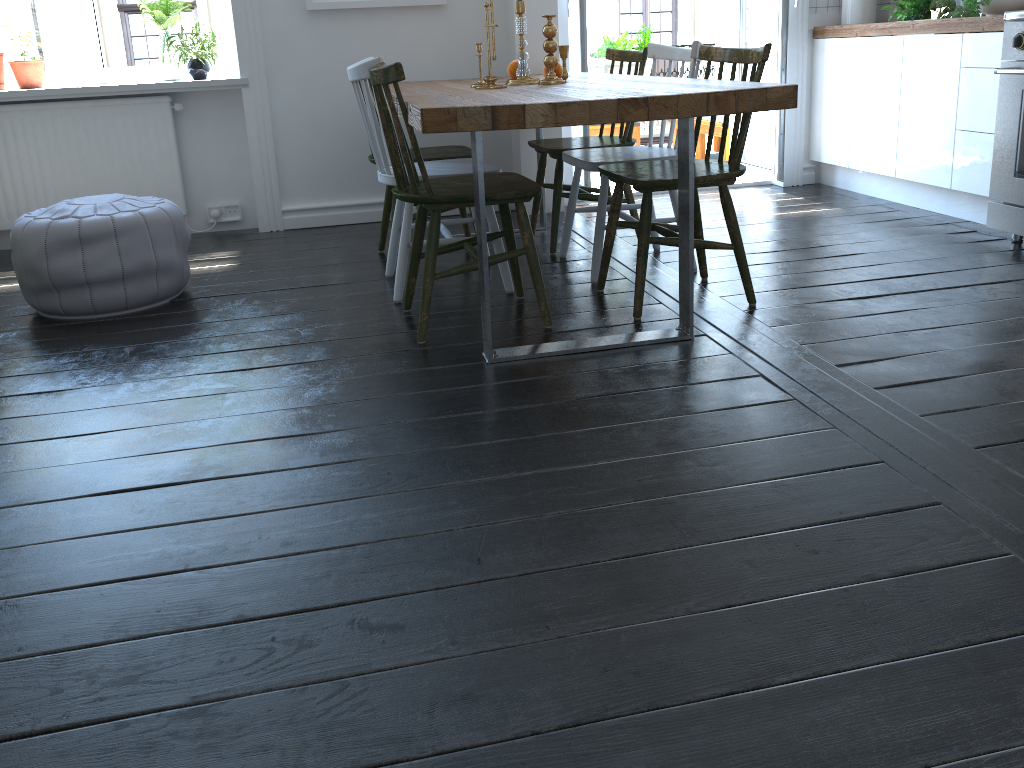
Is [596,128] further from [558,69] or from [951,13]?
[558,69]

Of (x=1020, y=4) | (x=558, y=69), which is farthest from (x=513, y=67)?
(x=1020, y=4)

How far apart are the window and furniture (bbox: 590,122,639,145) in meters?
2.4

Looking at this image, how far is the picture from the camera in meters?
4.1 m

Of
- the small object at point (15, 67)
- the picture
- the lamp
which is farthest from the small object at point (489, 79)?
the lamp

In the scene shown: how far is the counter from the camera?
3.5m

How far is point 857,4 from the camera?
4.55m

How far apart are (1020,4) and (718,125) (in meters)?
2.25

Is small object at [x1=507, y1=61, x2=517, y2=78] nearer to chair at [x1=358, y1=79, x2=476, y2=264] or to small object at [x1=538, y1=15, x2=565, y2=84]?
chair at [x1=358, y1=79, x2=476, y2=264]

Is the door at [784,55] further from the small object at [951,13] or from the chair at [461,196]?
the chair at [461,196]
